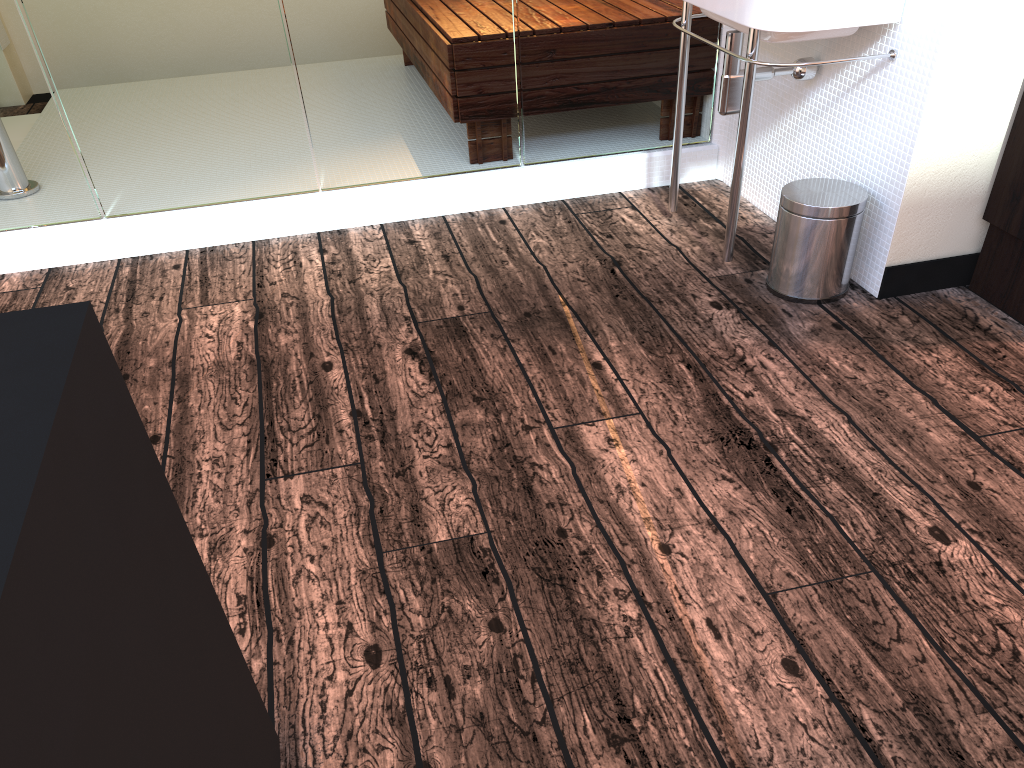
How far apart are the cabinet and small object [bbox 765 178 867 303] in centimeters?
32cm

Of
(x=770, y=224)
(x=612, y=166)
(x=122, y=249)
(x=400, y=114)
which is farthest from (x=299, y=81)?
(x=770, y=224)

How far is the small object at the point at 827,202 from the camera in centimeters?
227cm

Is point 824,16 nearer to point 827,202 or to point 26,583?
point 827,202

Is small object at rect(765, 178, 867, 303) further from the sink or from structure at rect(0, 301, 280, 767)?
structure at rect(0, 301, 280, 767)

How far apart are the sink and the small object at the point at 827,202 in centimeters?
13cm

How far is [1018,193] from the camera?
2.19m

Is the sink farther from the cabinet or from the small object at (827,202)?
the cabinet

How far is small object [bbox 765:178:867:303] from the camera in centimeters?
227cm

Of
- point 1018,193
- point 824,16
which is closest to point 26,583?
point 824,16
